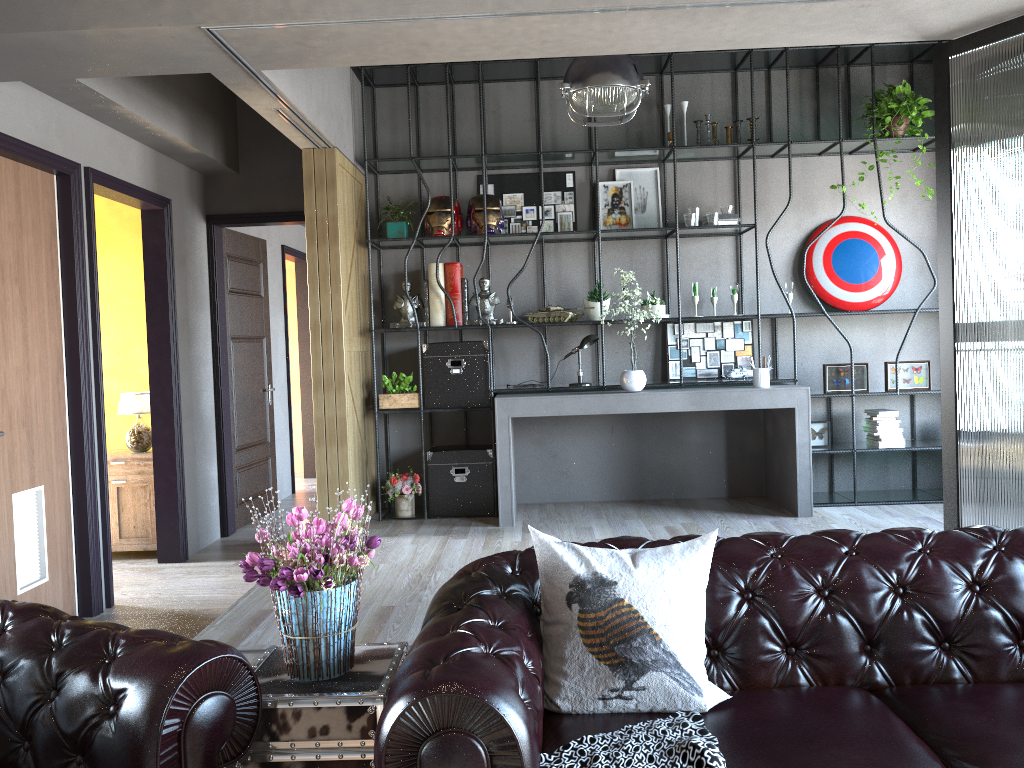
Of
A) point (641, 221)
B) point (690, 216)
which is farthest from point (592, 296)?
point (690, 216)

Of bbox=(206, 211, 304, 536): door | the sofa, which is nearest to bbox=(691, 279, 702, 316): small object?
bbox=(206, 211, 304, 536): door

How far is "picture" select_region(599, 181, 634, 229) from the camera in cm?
667

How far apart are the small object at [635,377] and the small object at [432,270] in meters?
1.0 m

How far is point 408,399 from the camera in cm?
641

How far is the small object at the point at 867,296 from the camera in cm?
661

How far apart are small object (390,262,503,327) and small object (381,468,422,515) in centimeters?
112cm

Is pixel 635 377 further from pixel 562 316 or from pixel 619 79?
pixel 619 79

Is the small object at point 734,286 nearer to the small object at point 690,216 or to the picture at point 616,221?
the small object at point 690,216

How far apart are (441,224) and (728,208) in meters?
2.1 m
